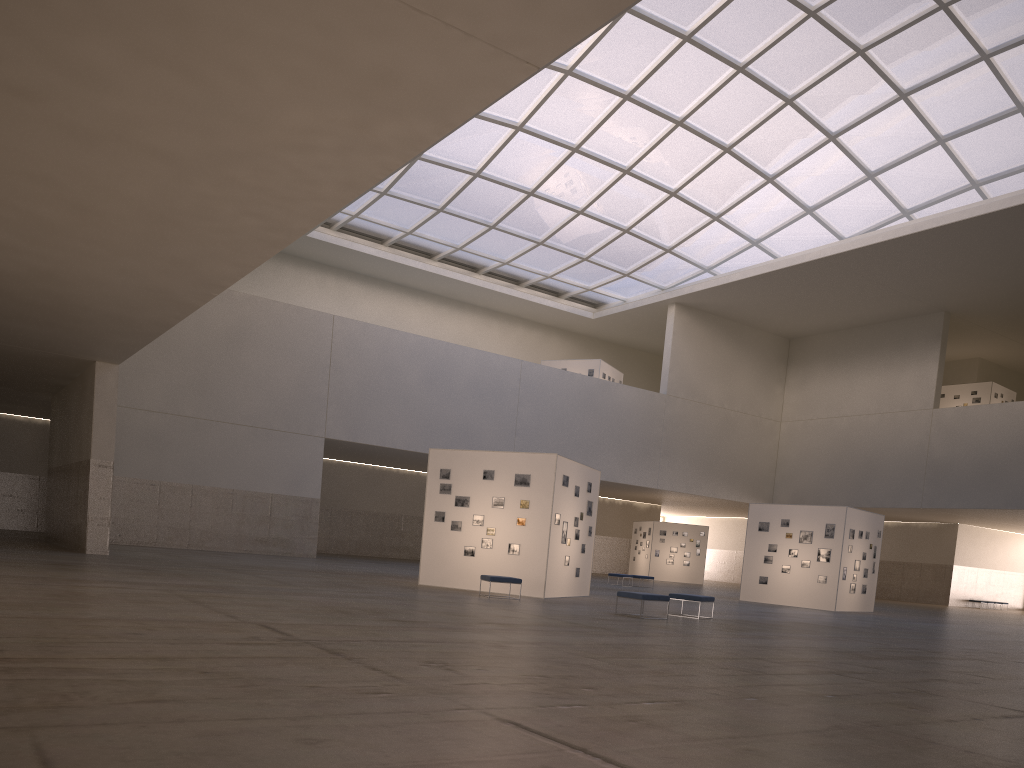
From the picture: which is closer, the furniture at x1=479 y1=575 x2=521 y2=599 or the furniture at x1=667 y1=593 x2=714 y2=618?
the furniture at x1=667 y1=593 x2=714 y2=618

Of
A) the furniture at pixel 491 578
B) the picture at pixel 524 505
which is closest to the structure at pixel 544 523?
the picture at pixel 524 505

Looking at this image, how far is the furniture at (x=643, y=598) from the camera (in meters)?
21.57

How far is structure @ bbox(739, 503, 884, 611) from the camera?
37.0m

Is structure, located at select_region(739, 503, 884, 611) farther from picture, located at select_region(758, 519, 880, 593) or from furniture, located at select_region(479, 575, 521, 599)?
furniture, located at select_region(479, 575, 521, 599)

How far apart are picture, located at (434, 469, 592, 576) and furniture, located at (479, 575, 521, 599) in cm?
237

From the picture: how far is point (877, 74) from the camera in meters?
47.1

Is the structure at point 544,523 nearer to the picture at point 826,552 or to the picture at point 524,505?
the picture at point 524,505

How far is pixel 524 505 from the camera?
27.54m

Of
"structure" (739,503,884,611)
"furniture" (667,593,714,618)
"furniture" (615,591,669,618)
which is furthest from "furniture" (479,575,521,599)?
"structure" (739,503,884,611)
